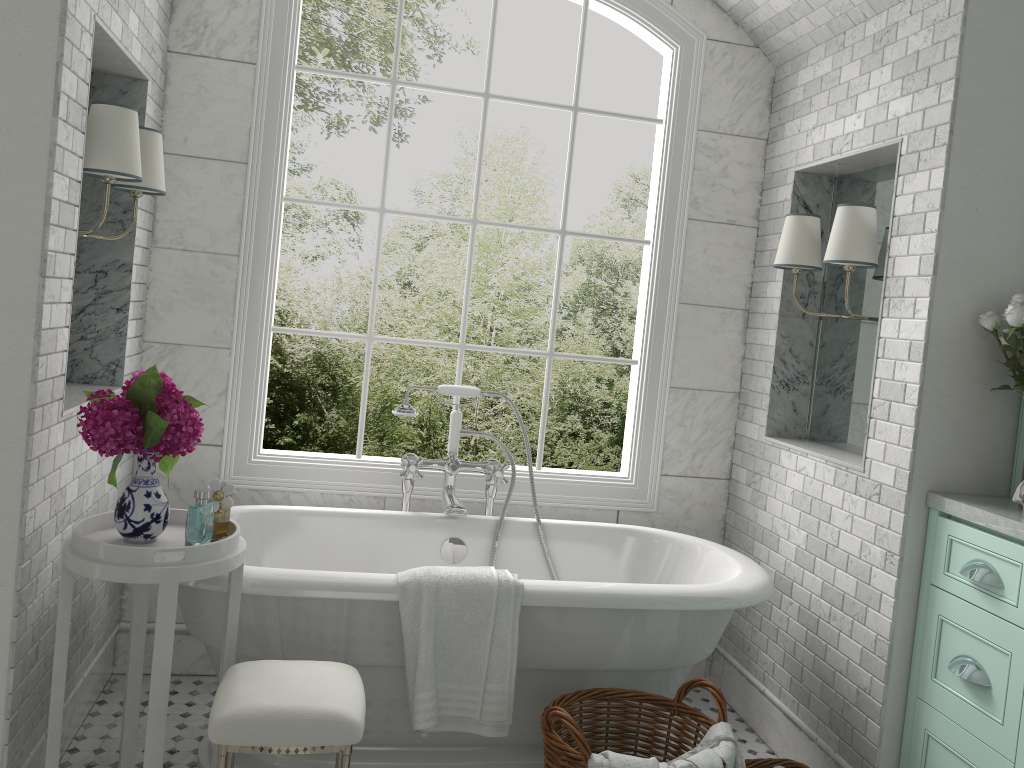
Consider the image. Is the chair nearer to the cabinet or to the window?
the window

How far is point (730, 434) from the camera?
3.9 meters

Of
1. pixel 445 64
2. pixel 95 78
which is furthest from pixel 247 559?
pixel 445 64

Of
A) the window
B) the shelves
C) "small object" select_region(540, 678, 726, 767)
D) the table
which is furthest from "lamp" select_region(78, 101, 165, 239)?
the shelves

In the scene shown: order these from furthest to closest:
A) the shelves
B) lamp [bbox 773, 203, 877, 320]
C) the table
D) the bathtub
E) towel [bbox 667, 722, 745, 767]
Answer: lamp [bbox 773, 203, 877, 320] → the shelves → the bathtub → towel [bbox 667, 722, 745, 767] → the table

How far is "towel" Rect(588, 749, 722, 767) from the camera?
2.2 meters

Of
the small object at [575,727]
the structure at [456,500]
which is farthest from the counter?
the structure at [456,500]

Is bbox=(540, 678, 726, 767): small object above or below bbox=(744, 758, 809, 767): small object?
above

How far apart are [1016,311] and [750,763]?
1.58m

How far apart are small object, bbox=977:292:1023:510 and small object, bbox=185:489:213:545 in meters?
2.3 m
